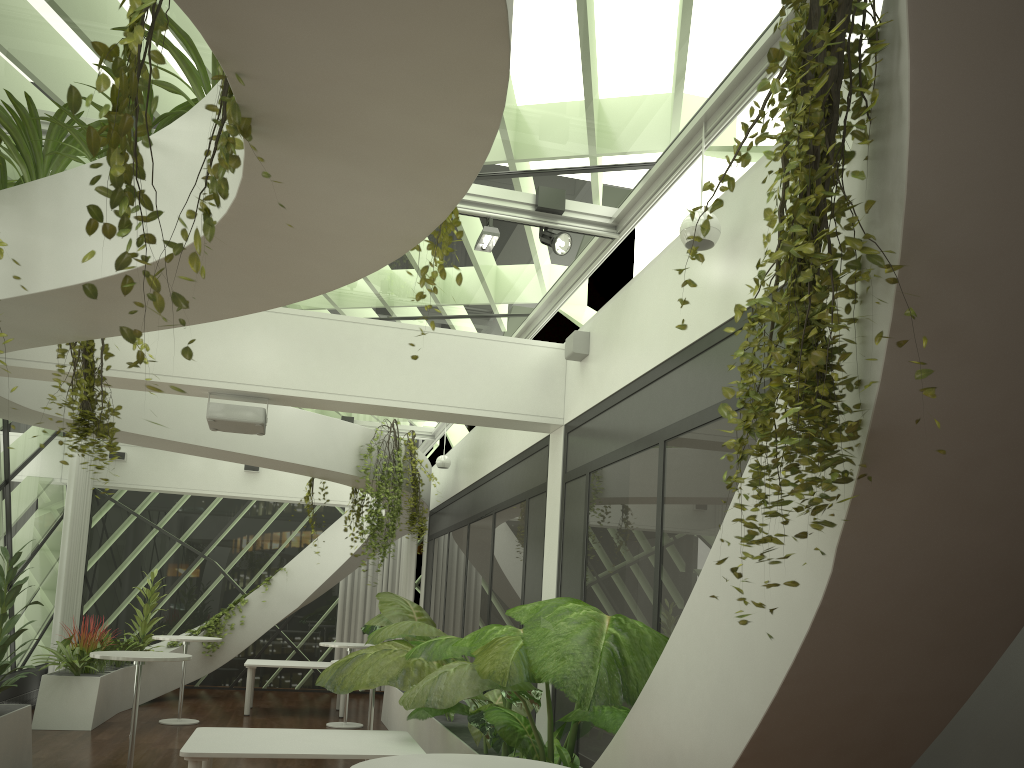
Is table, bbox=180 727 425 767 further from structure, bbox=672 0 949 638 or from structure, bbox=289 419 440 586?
structure, bbox=289 419 440 586

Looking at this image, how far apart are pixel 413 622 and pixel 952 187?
6.0m

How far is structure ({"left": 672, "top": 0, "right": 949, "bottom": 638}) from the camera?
1.9m

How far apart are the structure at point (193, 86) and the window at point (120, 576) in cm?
1068

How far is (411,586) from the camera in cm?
1465

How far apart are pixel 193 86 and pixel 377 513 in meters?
6.8

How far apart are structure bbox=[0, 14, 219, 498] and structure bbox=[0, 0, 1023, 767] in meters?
0.0 m

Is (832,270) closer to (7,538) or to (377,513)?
(377,513)

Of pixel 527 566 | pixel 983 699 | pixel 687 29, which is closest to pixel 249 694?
pixel 527 566

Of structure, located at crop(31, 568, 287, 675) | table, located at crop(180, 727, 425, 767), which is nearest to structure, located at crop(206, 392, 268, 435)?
table, located at crop(180, 727, 425, 767)
